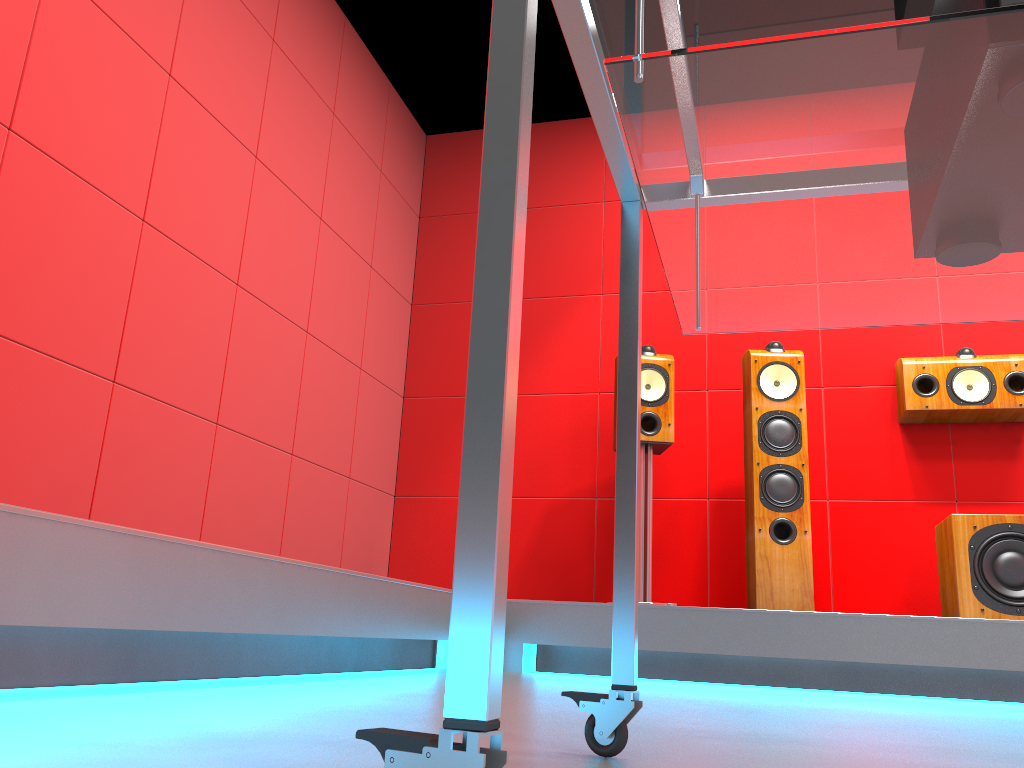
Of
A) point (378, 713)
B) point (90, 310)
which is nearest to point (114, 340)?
point (90, 310)

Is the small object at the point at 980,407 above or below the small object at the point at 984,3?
above

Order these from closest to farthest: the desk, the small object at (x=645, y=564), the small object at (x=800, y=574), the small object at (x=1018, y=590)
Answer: the desk → the small object at (x=1018, y=590) → the small object at (x=800, y=574) → the small object at (x=645, y=564)

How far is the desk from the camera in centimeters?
51cm

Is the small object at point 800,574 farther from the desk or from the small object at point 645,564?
the desk

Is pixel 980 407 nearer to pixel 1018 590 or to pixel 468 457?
pixel 1018 590

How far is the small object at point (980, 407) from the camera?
3.5 meters

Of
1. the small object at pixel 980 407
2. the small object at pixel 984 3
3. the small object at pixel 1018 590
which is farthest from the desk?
the small object at pixel 980 407

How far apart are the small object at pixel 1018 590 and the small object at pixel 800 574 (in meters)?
0.47

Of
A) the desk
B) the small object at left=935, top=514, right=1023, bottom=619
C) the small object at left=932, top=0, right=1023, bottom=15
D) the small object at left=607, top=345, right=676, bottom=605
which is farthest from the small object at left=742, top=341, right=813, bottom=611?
the small object at left=932, top=0, right=1023, bottom=15
